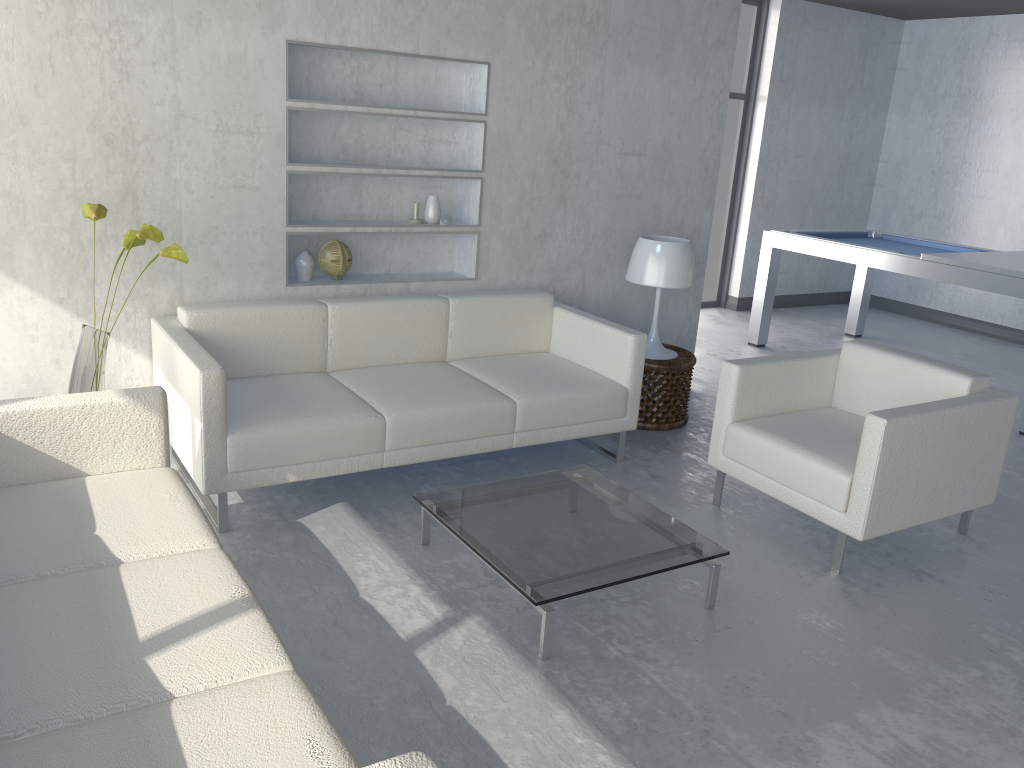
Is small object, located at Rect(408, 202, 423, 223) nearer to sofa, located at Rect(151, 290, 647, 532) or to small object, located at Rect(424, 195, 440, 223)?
small object, located at Rect(424, 195, 440, 223)

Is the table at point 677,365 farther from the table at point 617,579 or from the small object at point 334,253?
the small object at point 334,253

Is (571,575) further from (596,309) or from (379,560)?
(596,309)

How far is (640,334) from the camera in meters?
3.8

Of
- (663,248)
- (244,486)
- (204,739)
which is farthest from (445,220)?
(204,739)

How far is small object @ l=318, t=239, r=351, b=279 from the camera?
3.9 meters

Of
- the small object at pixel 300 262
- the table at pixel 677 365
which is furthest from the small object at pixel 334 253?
the table at pixel 677 365

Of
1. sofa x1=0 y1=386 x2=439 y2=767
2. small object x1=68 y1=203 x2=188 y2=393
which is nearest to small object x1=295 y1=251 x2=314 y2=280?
small object x1=68 y1=203 x2=188 y2=393

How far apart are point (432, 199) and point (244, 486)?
1.7m

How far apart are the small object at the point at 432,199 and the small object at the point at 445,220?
0.0 meters
